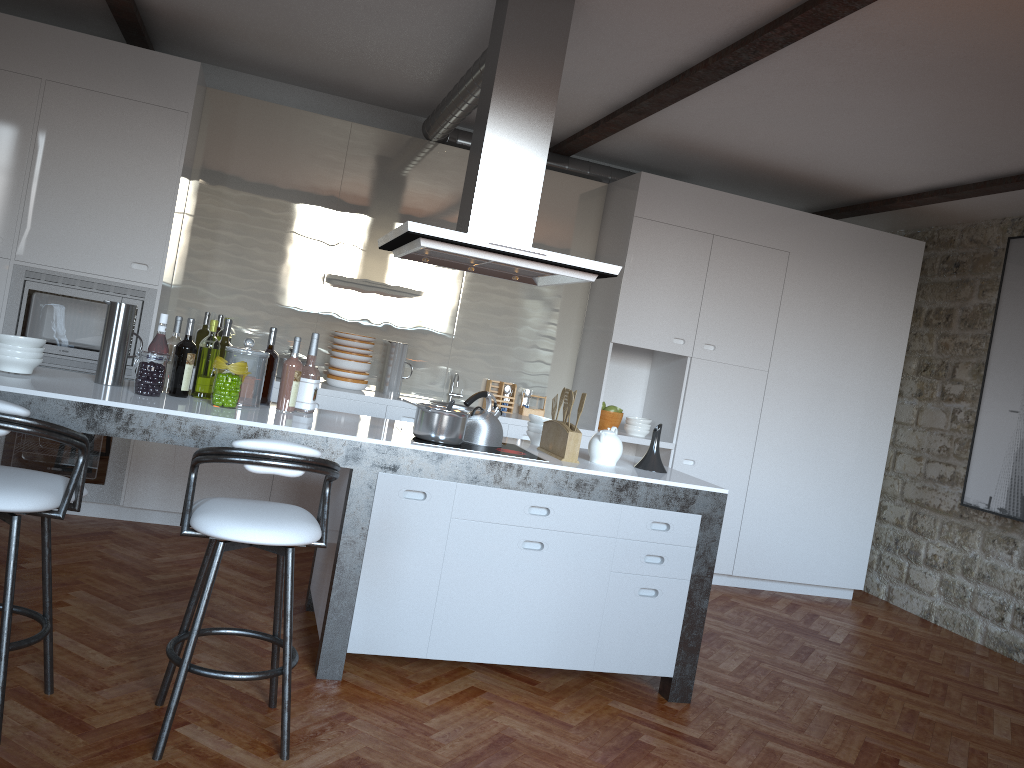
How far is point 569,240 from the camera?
6.36m

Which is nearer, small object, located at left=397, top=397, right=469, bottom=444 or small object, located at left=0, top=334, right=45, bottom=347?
small object, located at left=0, top=334, right=45, bottom=347

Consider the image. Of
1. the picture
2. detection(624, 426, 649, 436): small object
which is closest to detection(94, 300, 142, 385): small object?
detection(624, 426, 649, 436): small object

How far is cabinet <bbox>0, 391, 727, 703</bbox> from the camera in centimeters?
340cm

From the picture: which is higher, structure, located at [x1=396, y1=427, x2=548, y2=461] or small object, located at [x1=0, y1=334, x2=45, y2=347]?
small object, located at [x1=0, y1=334, x2=45, y2=347]

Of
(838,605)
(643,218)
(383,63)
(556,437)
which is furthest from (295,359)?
(838,605)

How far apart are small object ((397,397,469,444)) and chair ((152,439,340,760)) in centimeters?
74cm

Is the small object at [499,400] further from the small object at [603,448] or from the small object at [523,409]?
the small object at [603,448]

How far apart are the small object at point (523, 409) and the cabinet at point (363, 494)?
2.4 meters

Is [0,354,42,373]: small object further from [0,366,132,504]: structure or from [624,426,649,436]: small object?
[624,426,649,436]: small object
